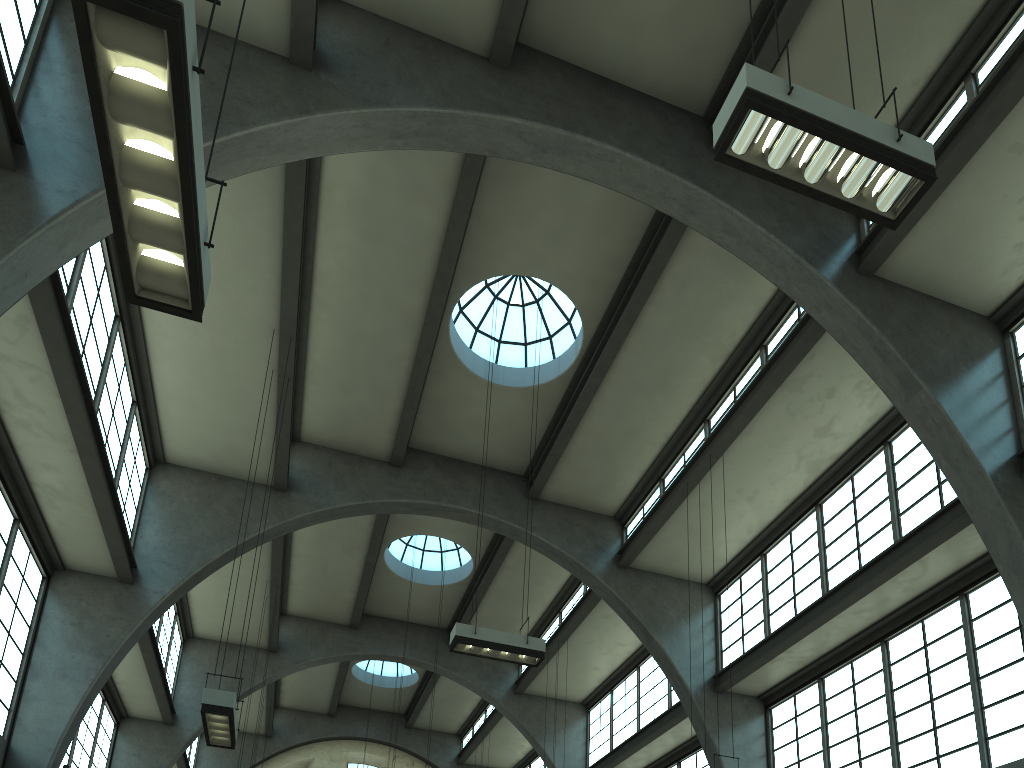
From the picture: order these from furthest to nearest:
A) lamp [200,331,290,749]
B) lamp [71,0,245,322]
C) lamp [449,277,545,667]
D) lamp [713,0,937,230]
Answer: lamp [449,277,545,667], lamp [200,331,290,749], lamp [713,0,937,230], lamp [71,0,245,322]

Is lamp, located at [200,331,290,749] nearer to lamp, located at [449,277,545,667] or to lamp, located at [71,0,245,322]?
lamp, located at [449,277,545,667]

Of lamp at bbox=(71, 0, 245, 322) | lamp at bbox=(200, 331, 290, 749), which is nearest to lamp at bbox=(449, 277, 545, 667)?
lamp at bbox=(200, 331, 290, 749)

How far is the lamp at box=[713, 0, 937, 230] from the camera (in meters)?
6.33

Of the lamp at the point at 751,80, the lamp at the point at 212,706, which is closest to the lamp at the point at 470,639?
the lamp at the point at 212,706

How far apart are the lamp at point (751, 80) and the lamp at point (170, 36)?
4.0m

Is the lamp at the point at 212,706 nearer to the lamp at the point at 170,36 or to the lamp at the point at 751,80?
the lamp at the point at 170,36

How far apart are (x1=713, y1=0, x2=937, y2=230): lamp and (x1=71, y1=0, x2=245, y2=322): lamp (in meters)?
4.03

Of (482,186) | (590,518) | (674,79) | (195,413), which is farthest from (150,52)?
(590,518)

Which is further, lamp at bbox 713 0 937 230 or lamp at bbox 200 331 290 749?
lamp at bbox 200 331 290 749
